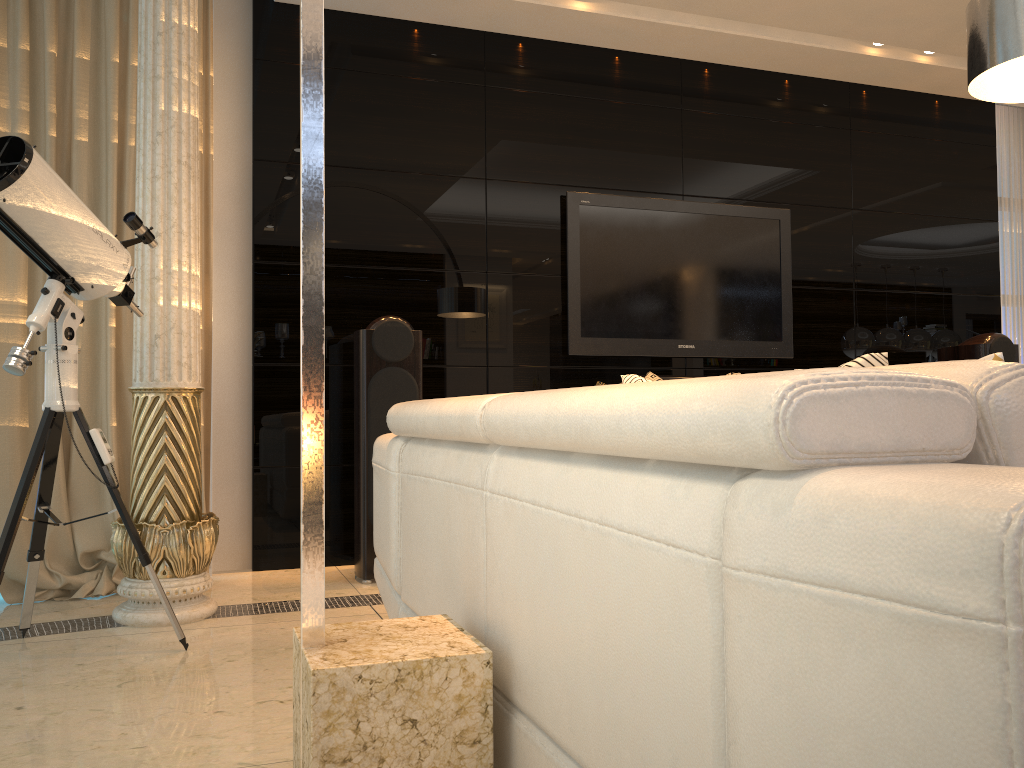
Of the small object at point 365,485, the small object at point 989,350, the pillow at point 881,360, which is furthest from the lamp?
the small object at point 989,350

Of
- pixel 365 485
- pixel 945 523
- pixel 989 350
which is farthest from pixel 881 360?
pixel 989 350

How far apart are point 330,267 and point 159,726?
2.5 meters

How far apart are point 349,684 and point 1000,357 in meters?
1.0 m

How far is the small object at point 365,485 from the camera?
3.7 meters

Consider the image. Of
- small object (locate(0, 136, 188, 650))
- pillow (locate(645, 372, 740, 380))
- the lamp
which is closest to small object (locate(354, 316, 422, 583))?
small object (locate(0, 136, 188, 650))

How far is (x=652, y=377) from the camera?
2.2m

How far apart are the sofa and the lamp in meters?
0.0

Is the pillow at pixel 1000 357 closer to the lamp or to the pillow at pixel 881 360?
the pillow at pixel 881 360

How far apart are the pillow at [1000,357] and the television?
3.4m
